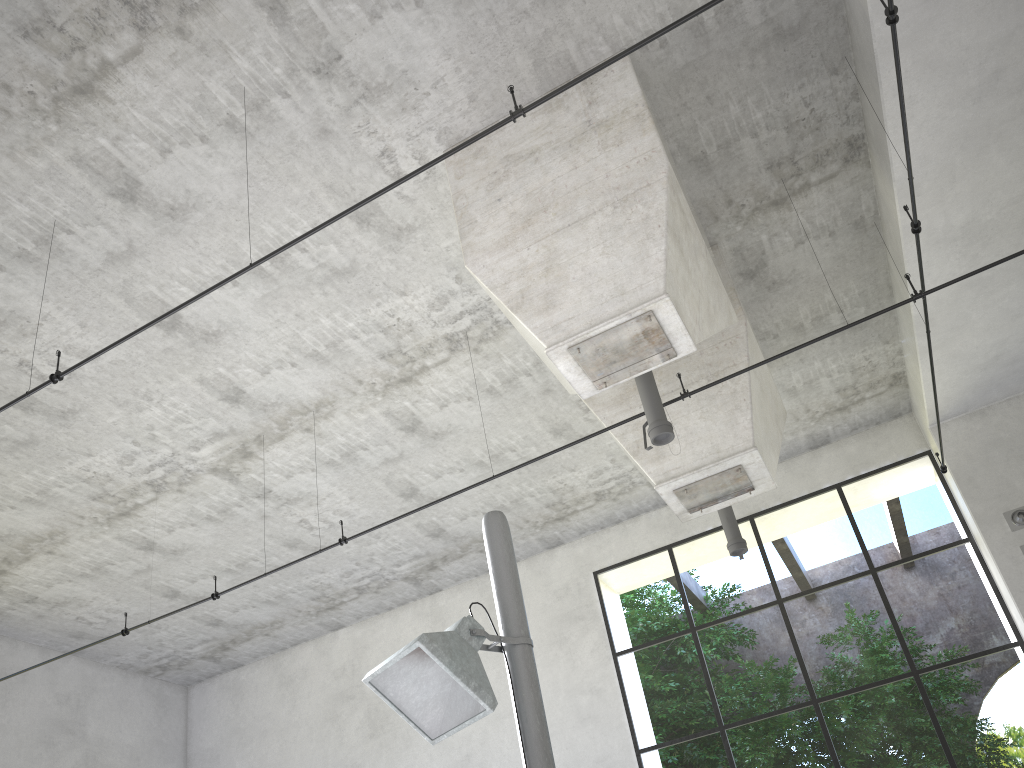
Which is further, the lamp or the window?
the window

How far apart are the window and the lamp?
2.42m

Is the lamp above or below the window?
below

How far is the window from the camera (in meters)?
14.66

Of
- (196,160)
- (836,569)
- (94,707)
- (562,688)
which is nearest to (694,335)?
(196,160)

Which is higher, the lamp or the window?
the window

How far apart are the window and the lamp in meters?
2.4 m

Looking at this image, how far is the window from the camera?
14.7 meters

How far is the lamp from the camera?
1.3 meters
